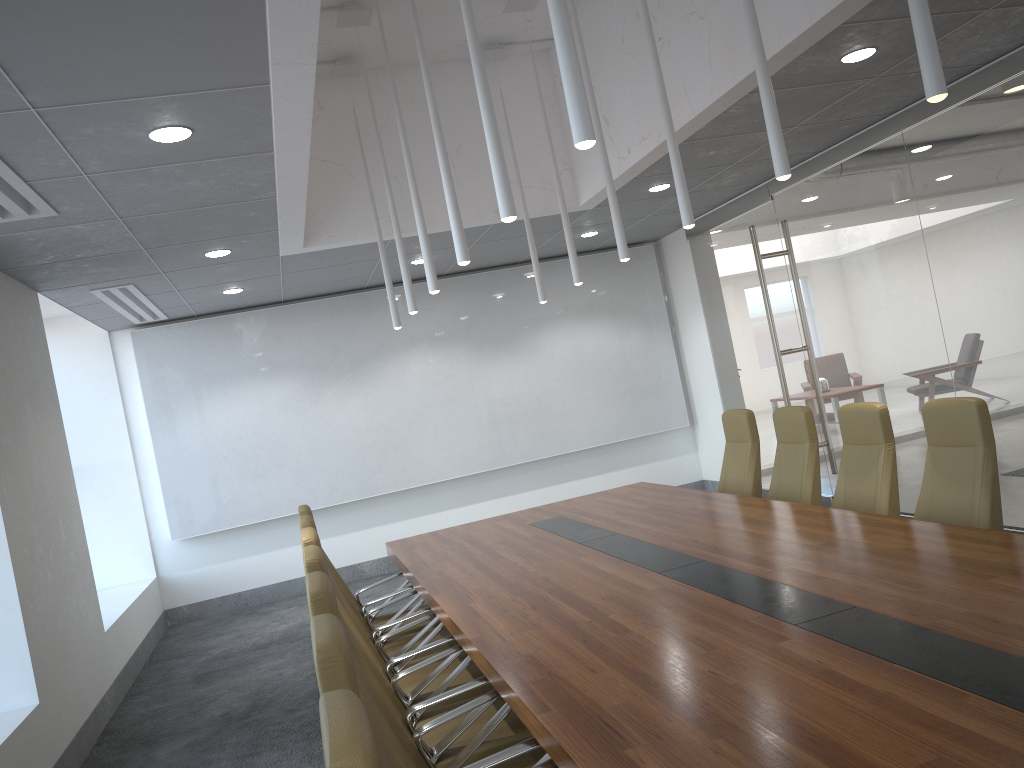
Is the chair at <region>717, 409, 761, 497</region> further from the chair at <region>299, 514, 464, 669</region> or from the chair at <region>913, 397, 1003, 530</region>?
the chair at <region>299, 514, 464, 669</region>

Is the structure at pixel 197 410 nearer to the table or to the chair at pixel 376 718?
the table

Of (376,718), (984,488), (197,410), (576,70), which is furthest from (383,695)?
(197,410)

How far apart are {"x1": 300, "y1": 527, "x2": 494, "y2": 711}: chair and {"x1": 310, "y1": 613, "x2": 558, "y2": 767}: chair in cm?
178

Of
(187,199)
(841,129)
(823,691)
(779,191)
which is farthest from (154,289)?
(823,691)

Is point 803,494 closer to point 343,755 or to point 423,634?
point 423,634

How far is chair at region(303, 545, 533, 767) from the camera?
3.76m

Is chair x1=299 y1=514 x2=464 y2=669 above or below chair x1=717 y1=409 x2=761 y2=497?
below

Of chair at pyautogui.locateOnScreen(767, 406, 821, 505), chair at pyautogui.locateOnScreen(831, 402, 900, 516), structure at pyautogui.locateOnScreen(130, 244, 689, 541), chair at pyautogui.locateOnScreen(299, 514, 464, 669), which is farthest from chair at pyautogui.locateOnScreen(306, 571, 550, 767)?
structure at pyautogui.locateOnScreen(130, 244, 689, 541)

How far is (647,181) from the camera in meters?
7.9 m
